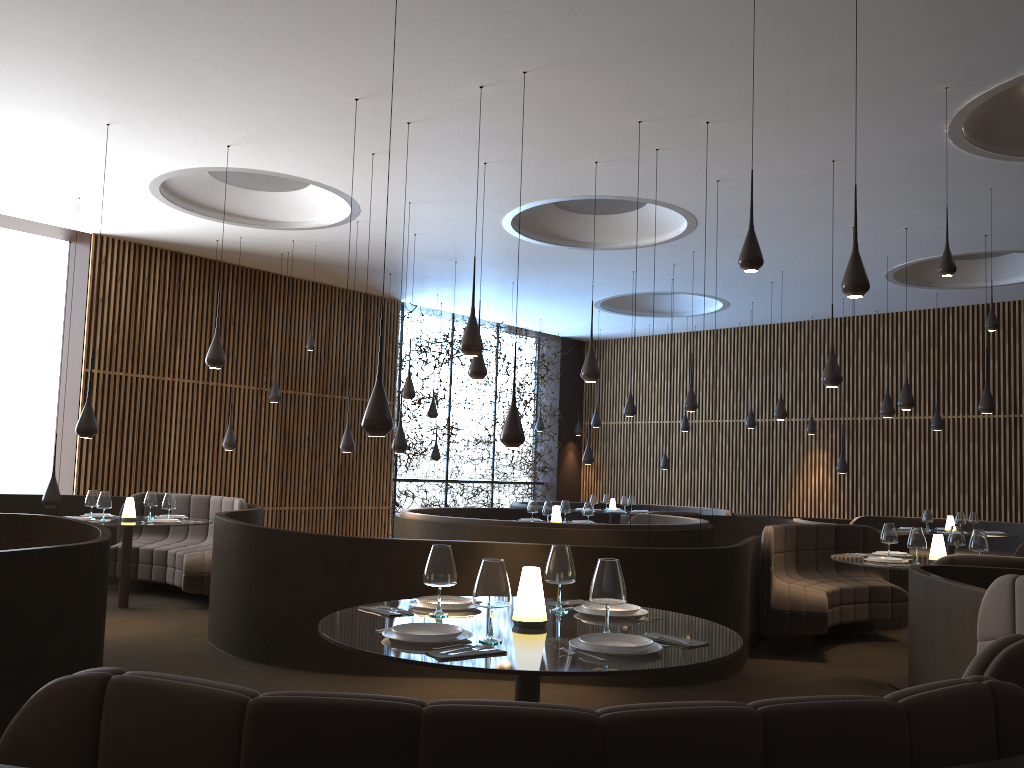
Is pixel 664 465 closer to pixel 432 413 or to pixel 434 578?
pixel 432 413

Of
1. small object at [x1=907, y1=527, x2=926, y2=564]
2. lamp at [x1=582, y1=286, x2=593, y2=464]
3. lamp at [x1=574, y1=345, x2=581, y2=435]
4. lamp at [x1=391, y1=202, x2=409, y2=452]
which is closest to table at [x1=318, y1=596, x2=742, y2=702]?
small object at [x1=907, y1=527, x2=926, y2=564]

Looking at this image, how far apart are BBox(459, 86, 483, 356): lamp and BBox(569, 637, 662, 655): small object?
4.1m

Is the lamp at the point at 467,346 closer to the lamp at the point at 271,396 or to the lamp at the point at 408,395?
the lamp at the point at 408,395

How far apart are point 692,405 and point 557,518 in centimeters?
251cm

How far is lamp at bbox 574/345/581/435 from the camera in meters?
20.1

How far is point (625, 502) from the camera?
15.7m

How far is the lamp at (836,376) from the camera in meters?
8.4

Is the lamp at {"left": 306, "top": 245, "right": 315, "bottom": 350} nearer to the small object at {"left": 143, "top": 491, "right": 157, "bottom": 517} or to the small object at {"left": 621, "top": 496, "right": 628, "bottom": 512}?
the small object at {"left": 143, "top": 491, "right": 157, "bottom": 517}

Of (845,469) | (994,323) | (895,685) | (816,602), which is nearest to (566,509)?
(816,602)
